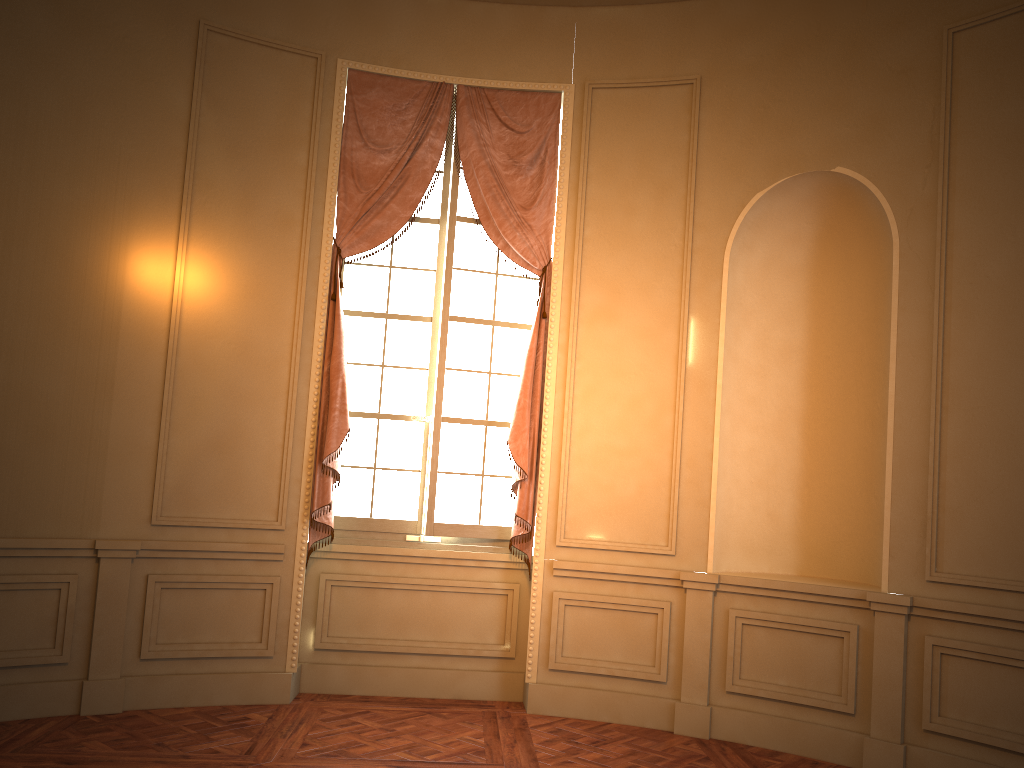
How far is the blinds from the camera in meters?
5.1

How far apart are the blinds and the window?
0.1m

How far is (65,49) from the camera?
4.56m

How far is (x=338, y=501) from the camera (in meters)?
5.38

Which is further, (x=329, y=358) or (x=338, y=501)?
(x=338, y=501)

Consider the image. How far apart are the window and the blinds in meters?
0.1

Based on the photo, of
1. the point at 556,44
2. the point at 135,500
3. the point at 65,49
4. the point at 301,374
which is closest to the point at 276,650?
the point at 135,500

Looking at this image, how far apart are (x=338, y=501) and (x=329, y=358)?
0.9m

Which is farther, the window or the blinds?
the window

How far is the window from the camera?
5.4m
